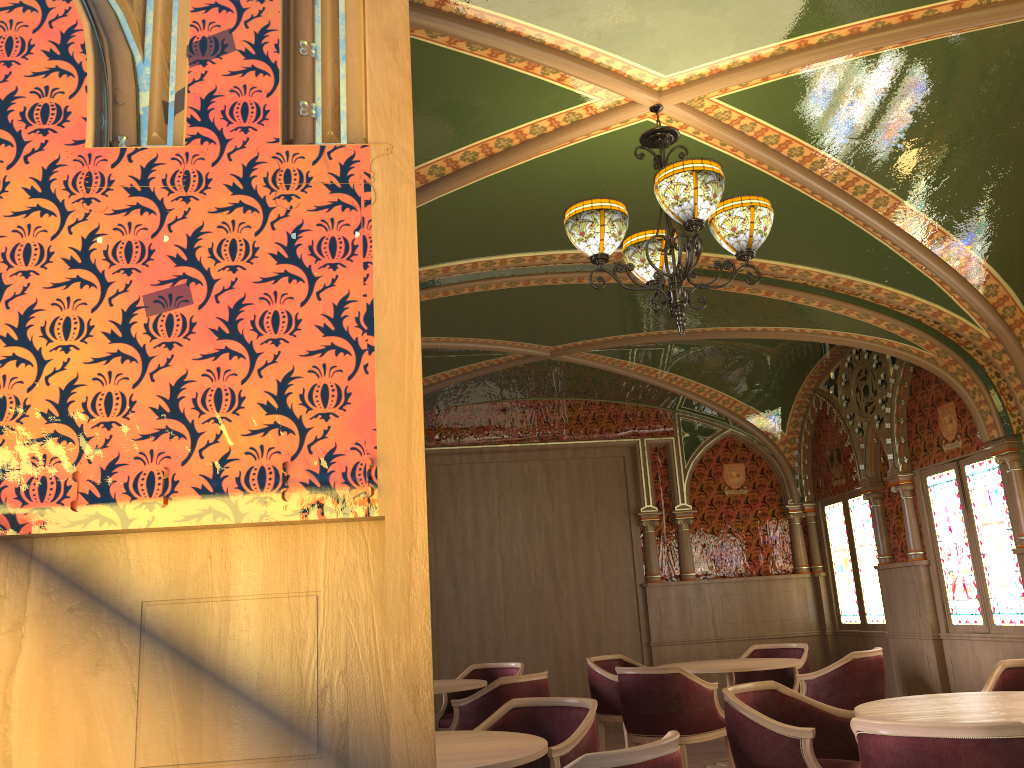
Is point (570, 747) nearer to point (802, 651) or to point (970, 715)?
point (970, 715)

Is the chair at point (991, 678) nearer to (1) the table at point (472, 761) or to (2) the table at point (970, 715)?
(2) the table at point (970, 715)

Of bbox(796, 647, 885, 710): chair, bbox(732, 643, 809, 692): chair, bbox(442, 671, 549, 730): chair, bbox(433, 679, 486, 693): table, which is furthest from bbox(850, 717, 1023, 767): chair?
bbox(732, 643, 809, 692): chair

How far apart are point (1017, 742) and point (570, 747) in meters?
1.8

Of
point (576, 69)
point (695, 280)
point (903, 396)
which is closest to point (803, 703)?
point (695, 280)

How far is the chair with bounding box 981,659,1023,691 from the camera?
4.7 meters

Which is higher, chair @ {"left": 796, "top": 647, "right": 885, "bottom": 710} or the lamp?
the lamp

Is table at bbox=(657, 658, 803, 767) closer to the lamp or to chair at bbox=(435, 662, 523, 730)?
chair at bbox=(435, 662, 523, 730)

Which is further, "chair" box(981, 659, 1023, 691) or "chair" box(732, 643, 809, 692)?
"chair" box(732, 643, 809, 692)

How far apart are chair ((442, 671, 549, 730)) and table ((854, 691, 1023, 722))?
2.6m
